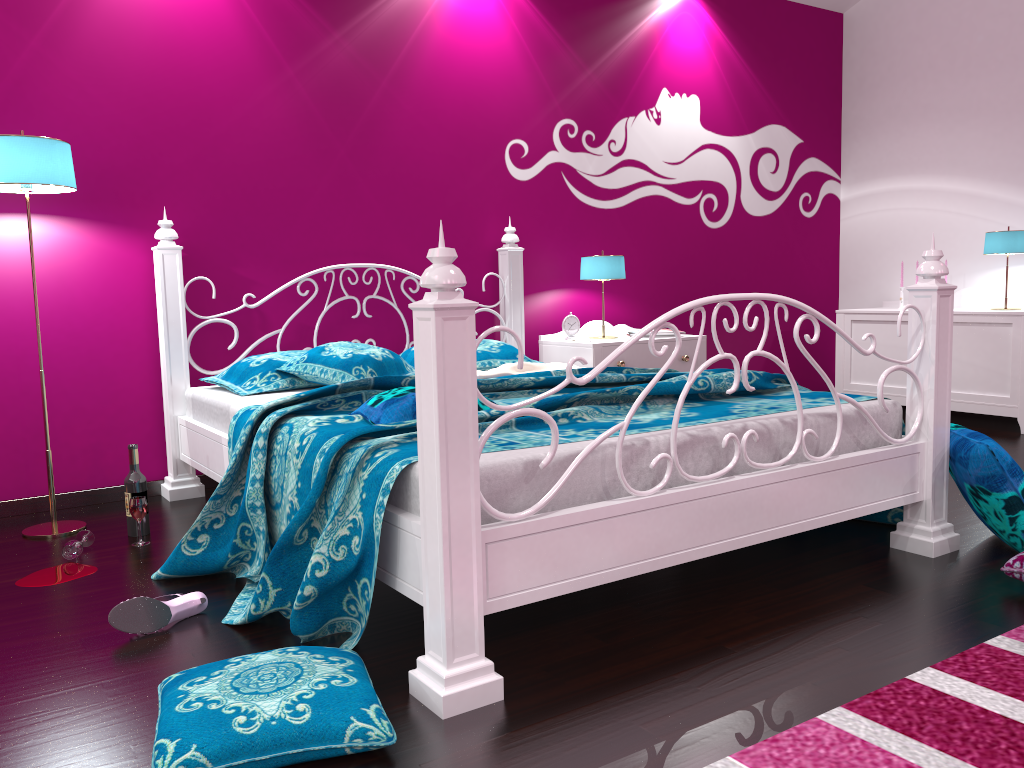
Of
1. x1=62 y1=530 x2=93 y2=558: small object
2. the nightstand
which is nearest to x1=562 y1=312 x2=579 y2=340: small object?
the nightstand

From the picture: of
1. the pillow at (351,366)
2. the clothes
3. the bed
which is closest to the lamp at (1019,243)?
the bed

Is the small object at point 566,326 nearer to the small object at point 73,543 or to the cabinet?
the cabinet

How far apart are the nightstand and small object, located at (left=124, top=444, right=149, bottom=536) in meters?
2.0

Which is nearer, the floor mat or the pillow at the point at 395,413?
the floor mat

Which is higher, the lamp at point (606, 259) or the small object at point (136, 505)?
the lamp at point (606, 259)

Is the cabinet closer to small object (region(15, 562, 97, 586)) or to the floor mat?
the floor mat

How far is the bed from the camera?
1.7m

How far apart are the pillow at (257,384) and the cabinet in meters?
3.4 m

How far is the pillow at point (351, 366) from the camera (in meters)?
3.17
